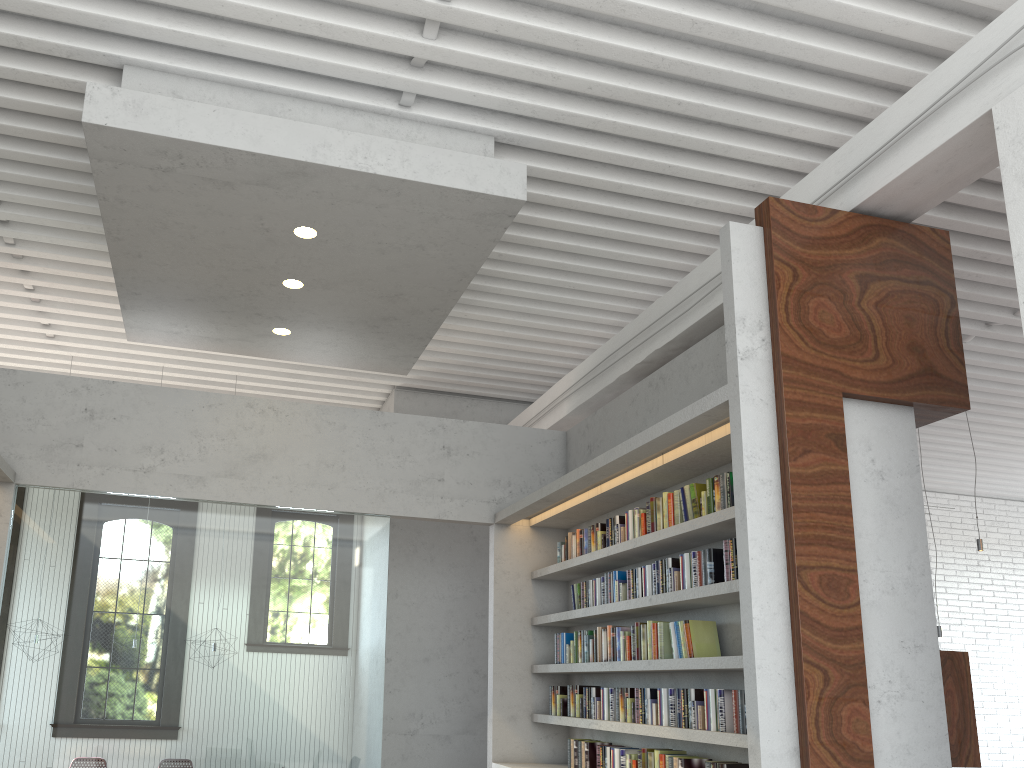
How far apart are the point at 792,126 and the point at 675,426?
1.9m
